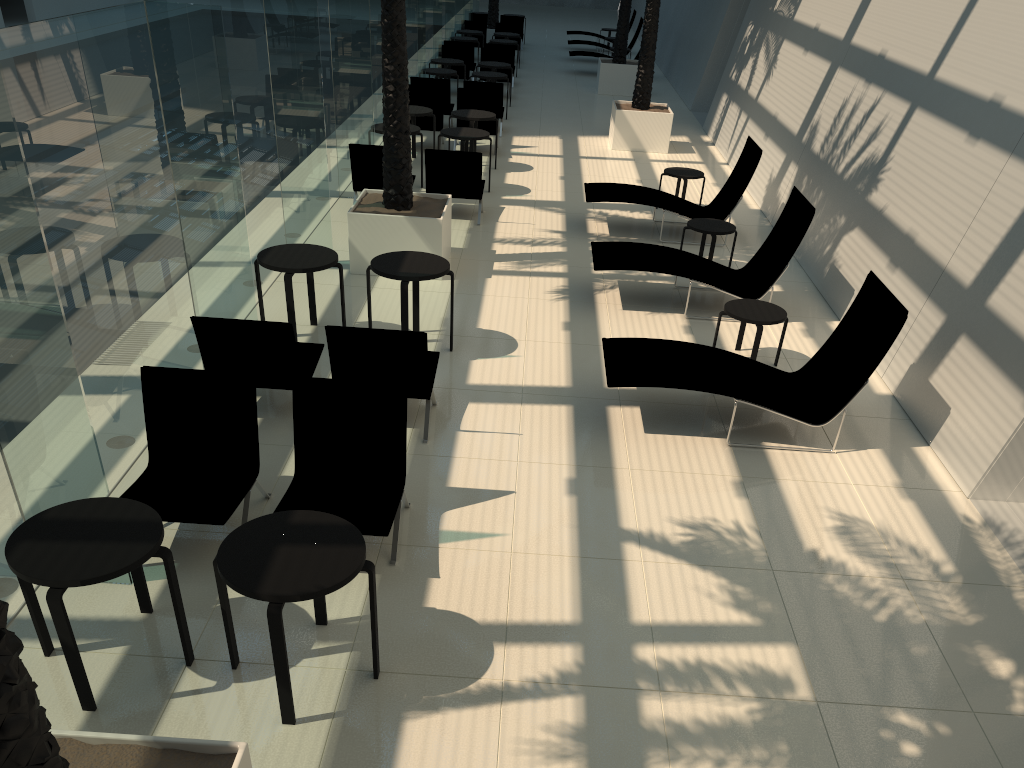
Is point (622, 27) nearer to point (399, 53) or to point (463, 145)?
point (463, 145)

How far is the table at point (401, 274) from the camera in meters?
7.5

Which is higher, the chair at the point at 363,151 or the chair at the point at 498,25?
the chair at the point at 498,25

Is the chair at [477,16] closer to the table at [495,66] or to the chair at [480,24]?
the chair at [480,24]

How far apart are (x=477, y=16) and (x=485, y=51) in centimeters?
→ 821cm

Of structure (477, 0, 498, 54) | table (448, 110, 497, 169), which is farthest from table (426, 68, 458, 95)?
structure (477, 0, 498, 54)

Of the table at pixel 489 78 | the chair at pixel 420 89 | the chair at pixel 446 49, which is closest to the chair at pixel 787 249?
the chair at pixel 420 89

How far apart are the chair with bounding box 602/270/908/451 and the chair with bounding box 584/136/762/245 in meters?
4.4 m

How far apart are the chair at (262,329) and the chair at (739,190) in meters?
5.4

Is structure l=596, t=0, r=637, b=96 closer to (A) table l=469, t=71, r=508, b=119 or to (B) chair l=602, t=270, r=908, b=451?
(A) table l=469, t=71, r=508, b=119
